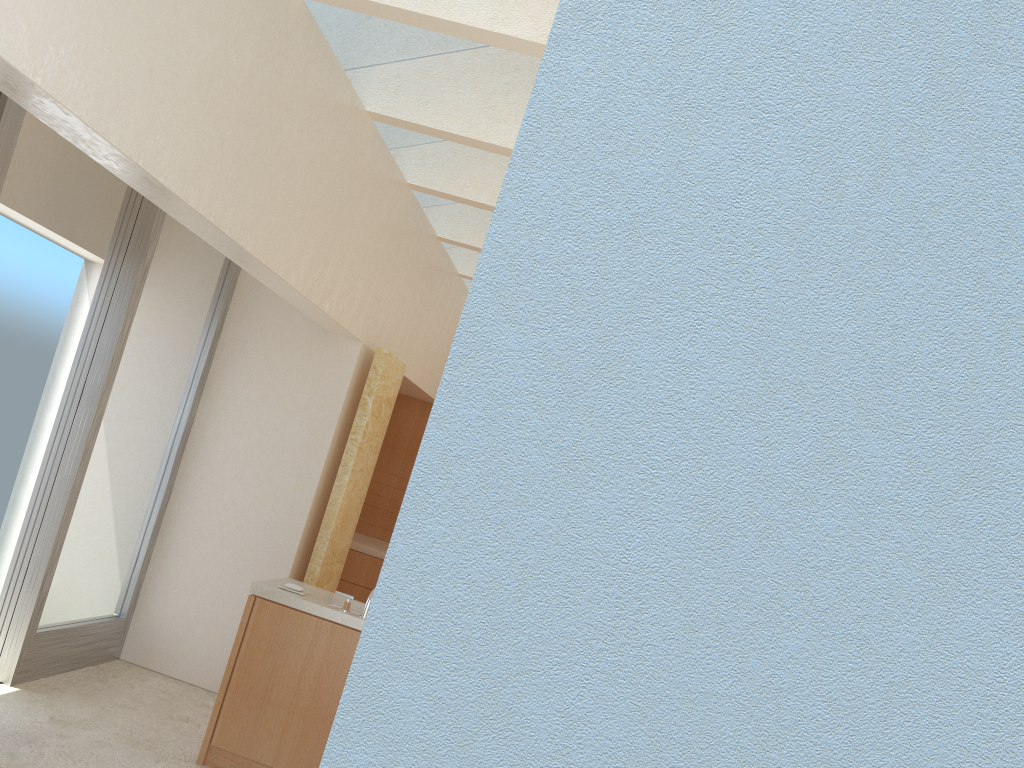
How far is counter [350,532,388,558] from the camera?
17.01m

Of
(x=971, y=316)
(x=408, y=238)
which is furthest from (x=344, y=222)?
(x=971, y=316)

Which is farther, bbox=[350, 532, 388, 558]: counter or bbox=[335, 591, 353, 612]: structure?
bbox=[350, 532, 388, 558]: counter

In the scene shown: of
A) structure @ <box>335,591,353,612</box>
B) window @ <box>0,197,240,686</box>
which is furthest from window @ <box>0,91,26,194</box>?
structure @ <box>335,591,353,612</box>

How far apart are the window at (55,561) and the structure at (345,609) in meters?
3.9

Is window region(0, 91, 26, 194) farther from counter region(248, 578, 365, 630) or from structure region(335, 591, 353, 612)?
structure region(335, 591, 353, 612)

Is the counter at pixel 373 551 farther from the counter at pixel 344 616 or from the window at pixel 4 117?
the window at pixel 4 117

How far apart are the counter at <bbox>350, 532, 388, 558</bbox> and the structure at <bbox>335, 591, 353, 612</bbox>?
6.9 meters

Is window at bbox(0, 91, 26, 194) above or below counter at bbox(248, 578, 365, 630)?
above

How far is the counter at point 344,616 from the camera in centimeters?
1007cm
